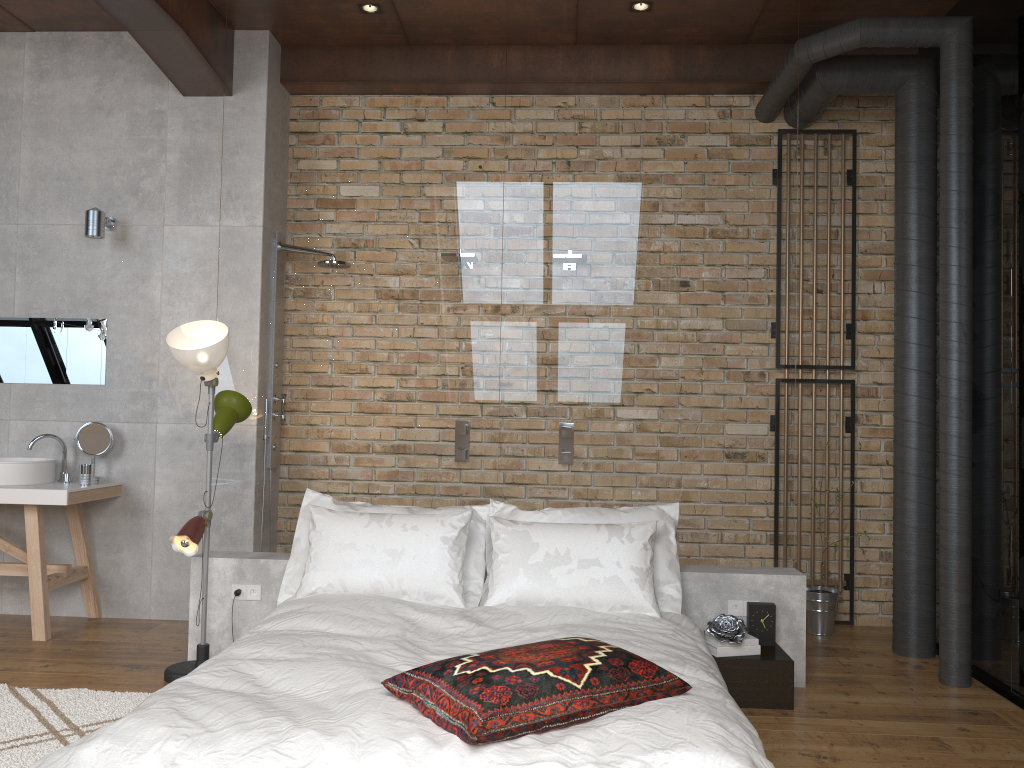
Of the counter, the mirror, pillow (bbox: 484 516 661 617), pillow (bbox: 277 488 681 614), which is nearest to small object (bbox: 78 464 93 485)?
the counter

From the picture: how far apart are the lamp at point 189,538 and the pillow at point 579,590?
1.3m

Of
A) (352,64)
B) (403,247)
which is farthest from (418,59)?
(403,247)

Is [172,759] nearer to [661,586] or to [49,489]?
[661,586]

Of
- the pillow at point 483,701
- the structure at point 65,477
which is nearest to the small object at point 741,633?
the pillow at point 483,701

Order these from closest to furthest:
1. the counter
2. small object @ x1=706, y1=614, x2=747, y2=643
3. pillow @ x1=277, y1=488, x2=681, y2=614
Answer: small object @ x1=706, y1=614, x2=747, y2=643 < pillow @ x1=277, y1=488, x2=681, y2=614 < the counter

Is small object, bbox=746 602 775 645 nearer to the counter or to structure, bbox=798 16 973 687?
structure, bbox=798 16 973 687

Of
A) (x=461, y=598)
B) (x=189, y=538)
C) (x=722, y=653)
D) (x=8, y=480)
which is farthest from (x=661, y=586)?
(x=8, y=480)

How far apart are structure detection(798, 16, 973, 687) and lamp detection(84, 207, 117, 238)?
3.8m

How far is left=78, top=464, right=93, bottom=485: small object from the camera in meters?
4.7
